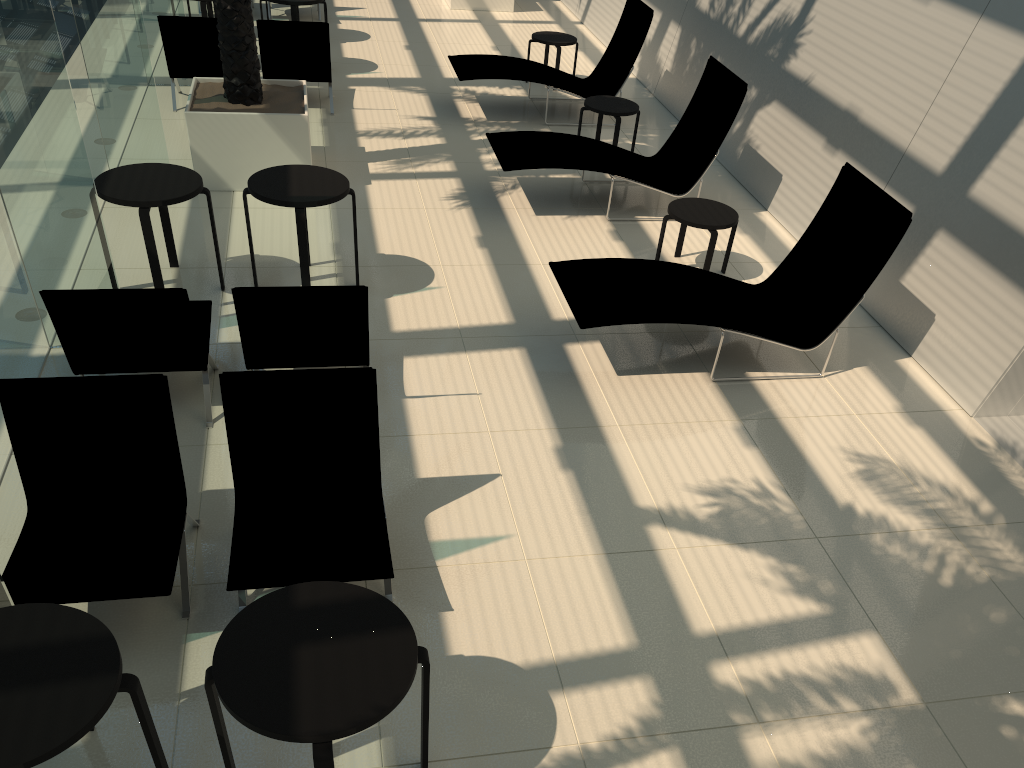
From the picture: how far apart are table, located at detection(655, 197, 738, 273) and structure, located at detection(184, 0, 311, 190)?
3.4m

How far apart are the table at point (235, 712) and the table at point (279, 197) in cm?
352

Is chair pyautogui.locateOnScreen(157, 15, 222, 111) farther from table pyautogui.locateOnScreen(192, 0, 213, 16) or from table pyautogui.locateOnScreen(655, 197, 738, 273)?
table pyautogui.locateOnScreen(655, 197, 738, 273)

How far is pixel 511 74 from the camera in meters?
10.1 m

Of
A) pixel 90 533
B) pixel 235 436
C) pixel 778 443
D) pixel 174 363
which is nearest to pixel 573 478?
pixel 778 443

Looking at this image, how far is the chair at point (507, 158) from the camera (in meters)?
8.00

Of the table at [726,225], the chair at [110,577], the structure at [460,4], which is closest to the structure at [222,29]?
the table at [726,225]

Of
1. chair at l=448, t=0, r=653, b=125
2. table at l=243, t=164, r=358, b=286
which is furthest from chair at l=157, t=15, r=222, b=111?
table at l=243, t=164, r=358, b=286

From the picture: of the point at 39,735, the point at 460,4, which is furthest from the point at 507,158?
the point at 460,4

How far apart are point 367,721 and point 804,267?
5.0 meters
